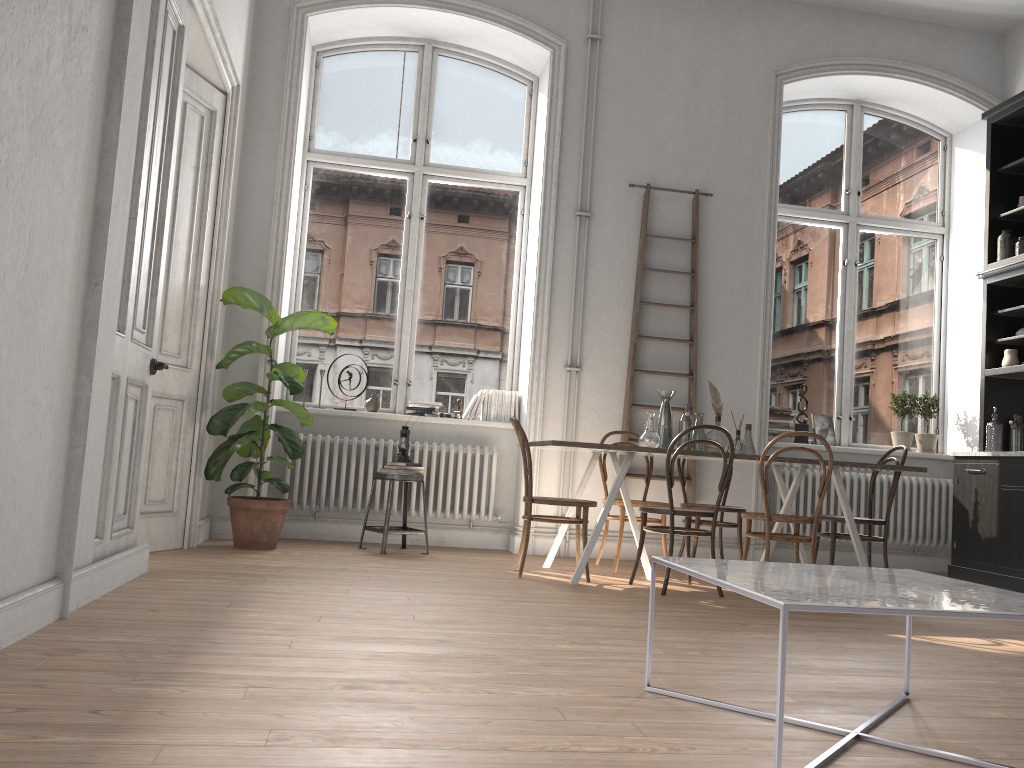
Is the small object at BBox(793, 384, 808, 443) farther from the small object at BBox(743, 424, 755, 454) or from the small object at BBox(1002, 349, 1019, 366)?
the small object at BBox(743, 424, 755, 454)

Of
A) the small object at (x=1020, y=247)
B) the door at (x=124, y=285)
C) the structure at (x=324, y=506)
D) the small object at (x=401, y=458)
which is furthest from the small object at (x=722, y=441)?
the door at (x=124, y=285)

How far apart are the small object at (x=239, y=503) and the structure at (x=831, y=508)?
3.5 meters

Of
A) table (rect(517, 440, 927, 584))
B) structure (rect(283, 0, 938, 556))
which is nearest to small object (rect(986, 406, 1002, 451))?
table (rect(517, 440, 927, 584))

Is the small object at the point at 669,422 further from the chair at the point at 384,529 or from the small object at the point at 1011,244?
the small object at the point at 1011,244

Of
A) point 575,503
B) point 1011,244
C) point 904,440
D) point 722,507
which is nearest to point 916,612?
point 575,503

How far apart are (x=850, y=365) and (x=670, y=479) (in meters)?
3.34

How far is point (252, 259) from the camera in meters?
6.2

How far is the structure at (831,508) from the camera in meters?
6.9

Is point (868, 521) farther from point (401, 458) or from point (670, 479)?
point (401, 458)
